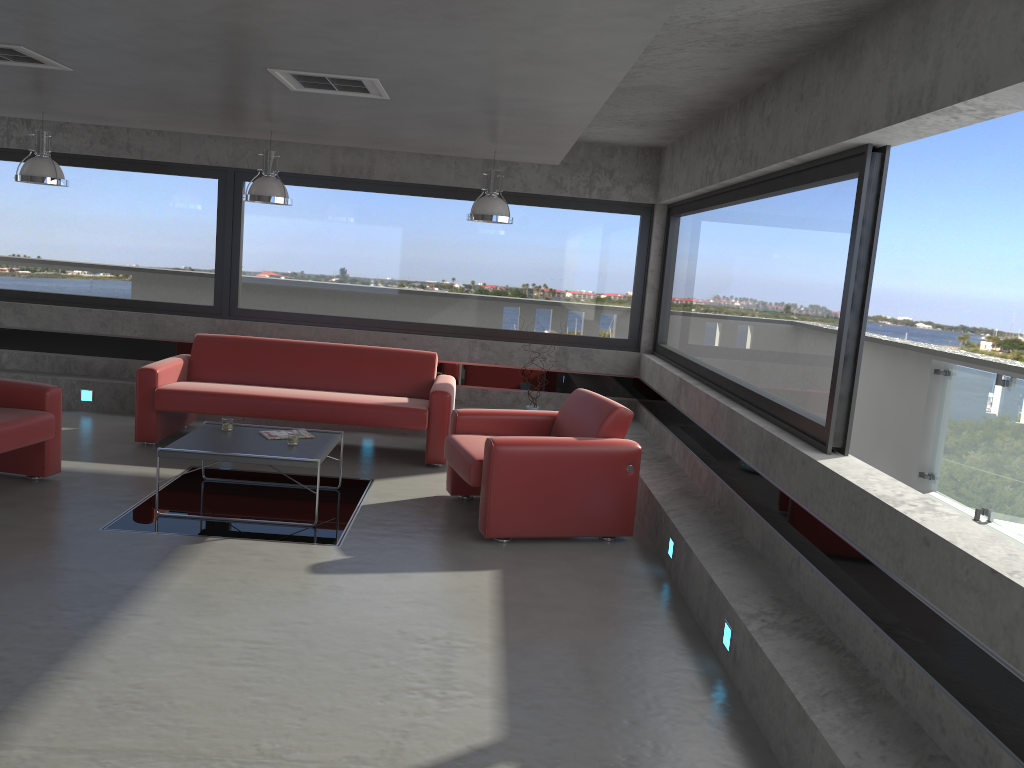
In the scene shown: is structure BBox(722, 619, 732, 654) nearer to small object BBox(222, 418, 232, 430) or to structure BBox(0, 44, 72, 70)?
small object BBox(222, 418, 232, 430)

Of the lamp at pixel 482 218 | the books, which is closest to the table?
the books

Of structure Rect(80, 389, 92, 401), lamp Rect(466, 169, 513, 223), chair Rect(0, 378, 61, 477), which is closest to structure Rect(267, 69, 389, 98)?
lamp Rect(466, 169, 513, 223)

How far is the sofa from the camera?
7.3 meters

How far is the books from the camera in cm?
620

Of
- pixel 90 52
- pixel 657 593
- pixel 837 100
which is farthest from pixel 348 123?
pixel 657 593

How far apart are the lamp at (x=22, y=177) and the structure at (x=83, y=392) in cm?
232

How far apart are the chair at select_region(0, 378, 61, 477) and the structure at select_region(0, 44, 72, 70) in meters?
2.2 m

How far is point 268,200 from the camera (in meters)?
7.00

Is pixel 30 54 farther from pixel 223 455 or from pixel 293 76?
pixel 223 455
